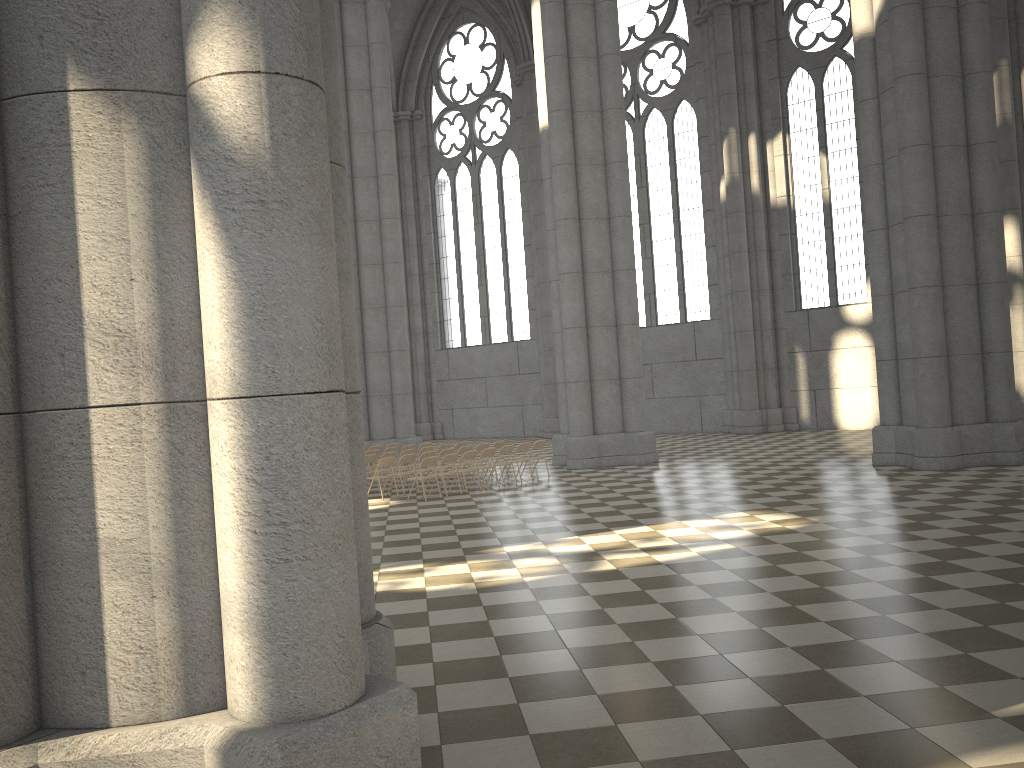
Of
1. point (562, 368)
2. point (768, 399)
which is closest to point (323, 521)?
point (562, 368)

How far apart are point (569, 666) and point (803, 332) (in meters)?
23.97

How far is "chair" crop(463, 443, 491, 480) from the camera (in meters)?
19.61

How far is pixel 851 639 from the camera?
6.47m

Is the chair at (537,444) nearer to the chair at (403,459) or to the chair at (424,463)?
the chair at (403,459)

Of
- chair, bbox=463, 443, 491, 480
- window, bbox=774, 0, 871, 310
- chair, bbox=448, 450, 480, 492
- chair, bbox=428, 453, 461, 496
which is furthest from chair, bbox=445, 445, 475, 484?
window, bbox=774, 0, 871, 310

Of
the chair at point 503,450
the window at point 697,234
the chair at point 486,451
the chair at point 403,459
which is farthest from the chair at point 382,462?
the window at point 697,234

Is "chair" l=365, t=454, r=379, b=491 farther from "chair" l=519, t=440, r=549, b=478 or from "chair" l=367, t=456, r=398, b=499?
"chair" l=519, t=440, r=549, b=478

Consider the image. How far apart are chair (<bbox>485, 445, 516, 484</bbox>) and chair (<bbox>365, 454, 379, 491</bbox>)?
2.8 meters

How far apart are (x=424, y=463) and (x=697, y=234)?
17.5m
